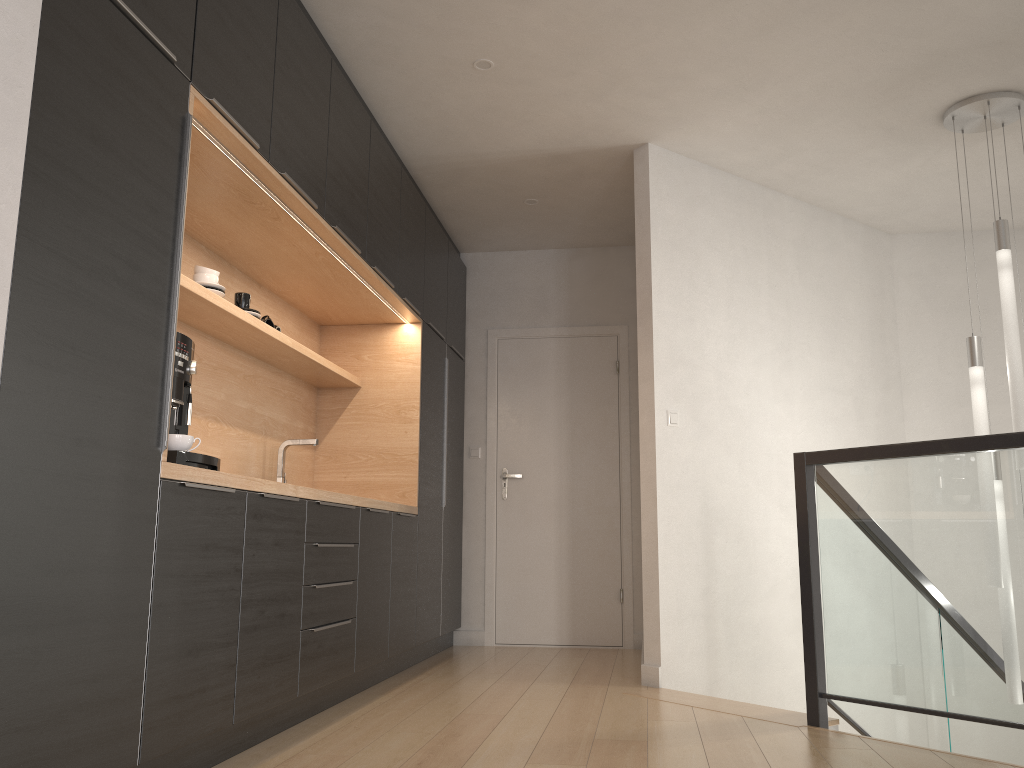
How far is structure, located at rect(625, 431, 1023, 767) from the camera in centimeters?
279cm

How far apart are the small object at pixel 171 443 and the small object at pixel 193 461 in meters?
0.1

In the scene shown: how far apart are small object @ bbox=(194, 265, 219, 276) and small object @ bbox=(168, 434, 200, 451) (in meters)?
1.04

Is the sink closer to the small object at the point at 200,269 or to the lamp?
the small object at the point at 200,269

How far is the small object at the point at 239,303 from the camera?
3.7m

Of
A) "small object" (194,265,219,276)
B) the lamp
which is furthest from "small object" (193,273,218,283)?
the lamp

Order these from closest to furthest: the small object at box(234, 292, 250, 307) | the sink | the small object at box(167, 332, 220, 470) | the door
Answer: the small object at box(167, 332, 220, 470) → the small object at box(234, 292, 250, 307) → the sink → the door

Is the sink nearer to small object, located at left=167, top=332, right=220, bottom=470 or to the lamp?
small object, located at left=167, top=332, right=220, bottom=470

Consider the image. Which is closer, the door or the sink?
the sink

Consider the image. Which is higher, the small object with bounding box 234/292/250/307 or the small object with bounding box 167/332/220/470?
the small object with bounding box 234/292/250/307
